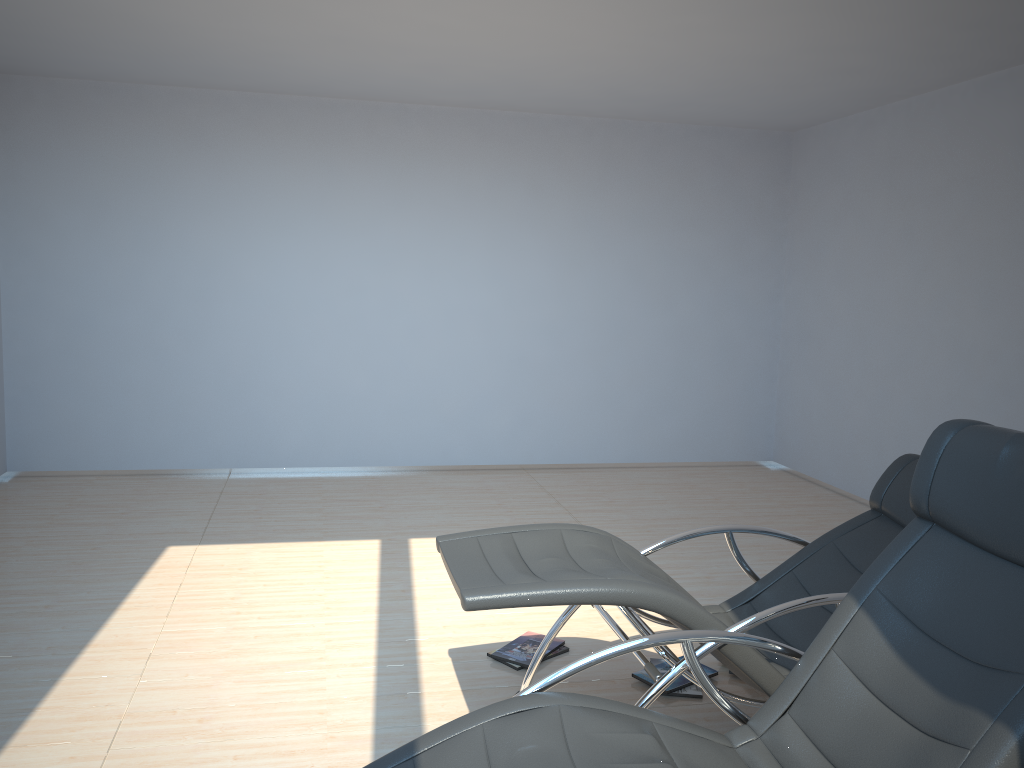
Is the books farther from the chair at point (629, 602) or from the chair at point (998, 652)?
the chair at point (998, 652)

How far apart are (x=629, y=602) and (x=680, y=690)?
1.09m

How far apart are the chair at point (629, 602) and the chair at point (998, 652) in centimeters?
21cm

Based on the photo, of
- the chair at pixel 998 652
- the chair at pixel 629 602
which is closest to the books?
the chair at pixel 629 602

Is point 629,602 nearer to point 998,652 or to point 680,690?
point 998,652

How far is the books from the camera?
3.47m

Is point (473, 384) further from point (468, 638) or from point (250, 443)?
point (468, 638)

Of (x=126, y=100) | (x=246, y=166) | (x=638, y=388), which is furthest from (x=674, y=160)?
(x=126, y=100)

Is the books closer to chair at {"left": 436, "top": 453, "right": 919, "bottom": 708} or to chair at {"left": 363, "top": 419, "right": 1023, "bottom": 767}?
chair at {"left": 436, "top": 453, "right": 919, "bottom": 708}

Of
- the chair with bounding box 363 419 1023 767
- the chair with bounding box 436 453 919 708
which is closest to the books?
the chair with bounding box 436 453 919 708
